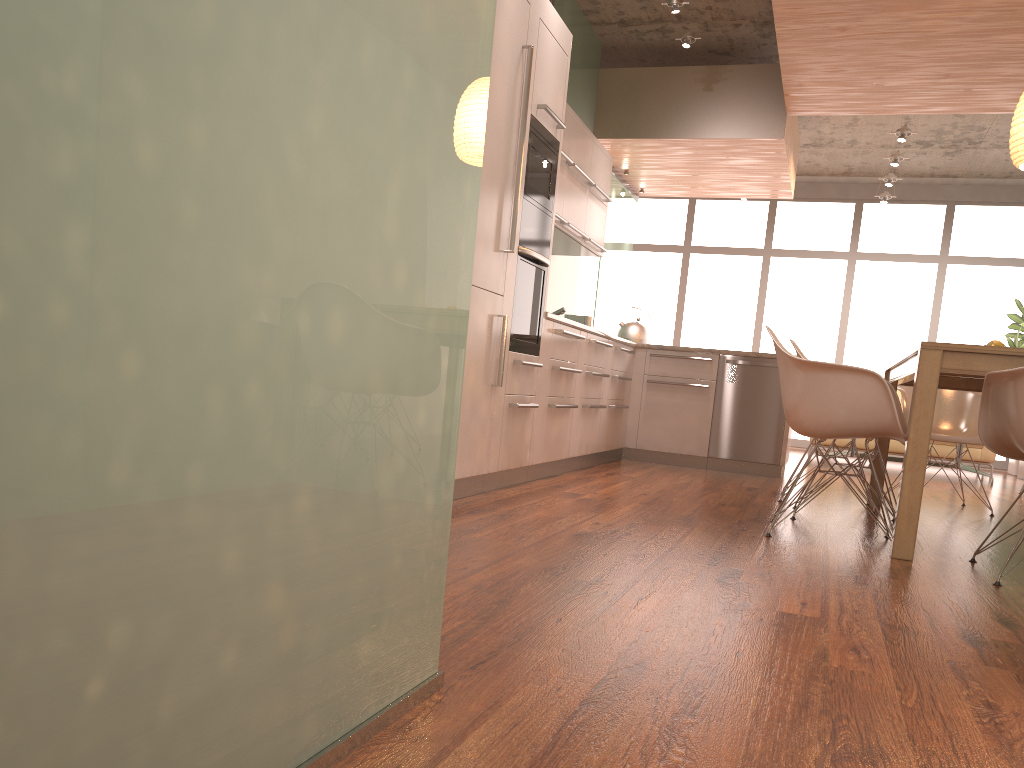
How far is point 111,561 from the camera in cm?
75

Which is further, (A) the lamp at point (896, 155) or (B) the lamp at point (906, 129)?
(A) the lamp at point (896, 155)

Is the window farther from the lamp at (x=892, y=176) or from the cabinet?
the cabinet

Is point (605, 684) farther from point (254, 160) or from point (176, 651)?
point (254, 160)

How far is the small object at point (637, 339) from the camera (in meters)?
7.02

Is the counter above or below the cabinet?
above

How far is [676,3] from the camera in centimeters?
579cm

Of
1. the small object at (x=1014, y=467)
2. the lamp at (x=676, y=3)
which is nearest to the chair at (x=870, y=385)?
the lamp at (x=676, y=3)

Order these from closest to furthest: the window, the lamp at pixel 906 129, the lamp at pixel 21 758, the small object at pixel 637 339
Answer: the lamp at pixel 21 758 < the small object at pixel 637 339 < the lamp at pixel 906 129 < the window

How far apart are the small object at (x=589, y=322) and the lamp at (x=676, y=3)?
2.4m
